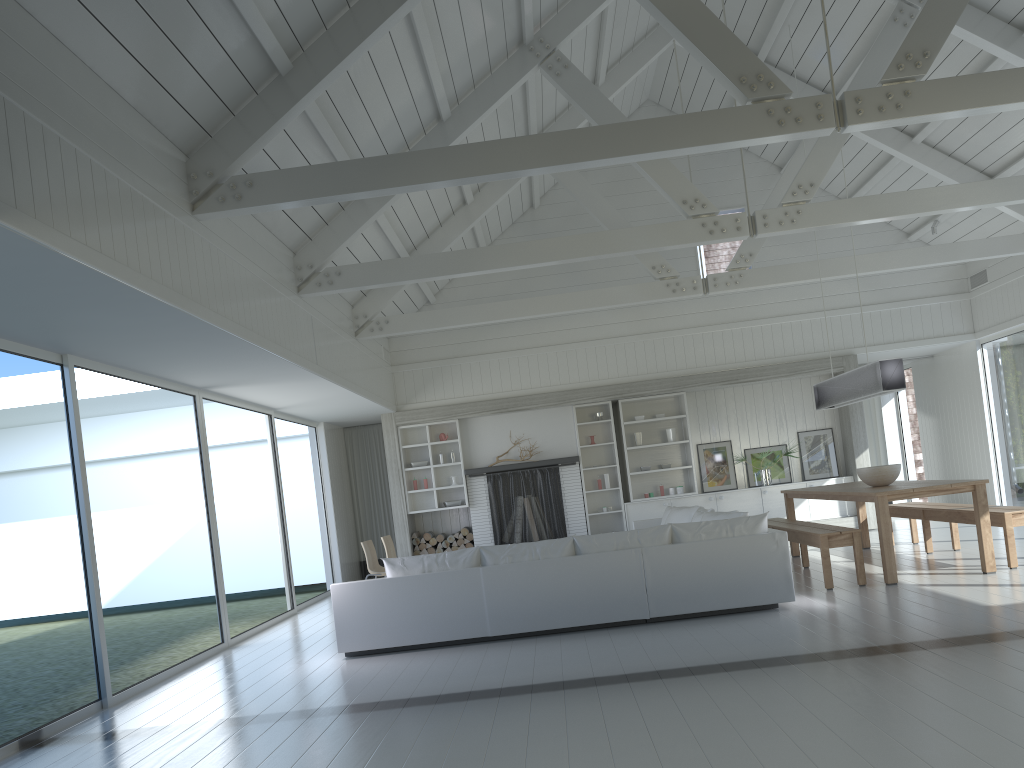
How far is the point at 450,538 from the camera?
12.3 meters

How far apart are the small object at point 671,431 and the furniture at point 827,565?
3.2m

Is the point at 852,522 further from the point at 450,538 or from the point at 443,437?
the point at 443,437

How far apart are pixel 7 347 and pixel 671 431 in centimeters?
885cm

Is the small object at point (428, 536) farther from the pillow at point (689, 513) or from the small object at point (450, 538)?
the pillow at point (689, 513)

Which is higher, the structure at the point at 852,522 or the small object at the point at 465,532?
the small object at the point at 465,532

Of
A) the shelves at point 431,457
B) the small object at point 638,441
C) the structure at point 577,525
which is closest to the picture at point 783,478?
the small object at point 638,441

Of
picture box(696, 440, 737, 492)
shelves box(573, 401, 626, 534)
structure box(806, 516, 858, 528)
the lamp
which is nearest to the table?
the lamp

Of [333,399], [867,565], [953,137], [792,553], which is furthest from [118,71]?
[953,137]

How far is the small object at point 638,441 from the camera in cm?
1243
